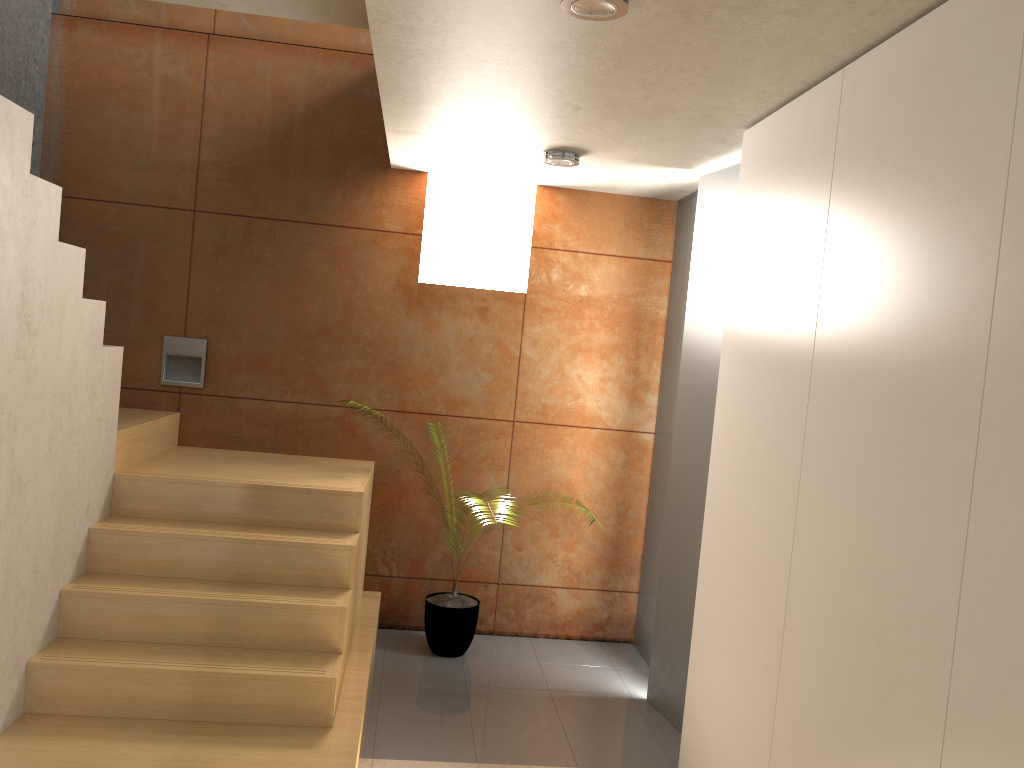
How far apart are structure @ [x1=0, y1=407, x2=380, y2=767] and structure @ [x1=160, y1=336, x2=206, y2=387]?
0.2m

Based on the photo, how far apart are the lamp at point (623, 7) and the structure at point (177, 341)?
3.1m

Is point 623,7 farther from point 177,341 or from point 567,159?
point 177,341

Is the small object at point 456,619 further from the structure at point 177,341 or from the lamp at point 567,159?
the lamp at point 567,159

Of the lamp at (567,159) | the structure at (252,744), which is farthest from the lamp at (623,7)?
the structure at (252,744)

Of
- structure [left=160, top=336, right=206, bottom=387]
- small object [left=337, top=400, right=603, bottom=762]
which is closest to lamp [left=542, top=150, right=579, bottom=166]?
structure [left=160, top=336, right=206, bottom=387]

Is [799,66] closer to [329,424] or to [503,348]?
[503,348]

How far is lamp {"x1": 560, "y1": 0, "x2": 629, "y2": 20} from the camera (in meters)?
2.23

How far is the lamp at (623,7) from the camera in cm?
223

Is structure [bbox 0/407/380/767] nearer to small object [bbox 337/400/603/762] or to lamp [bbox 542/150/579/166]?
small object [bbox 337/400/603/762]
